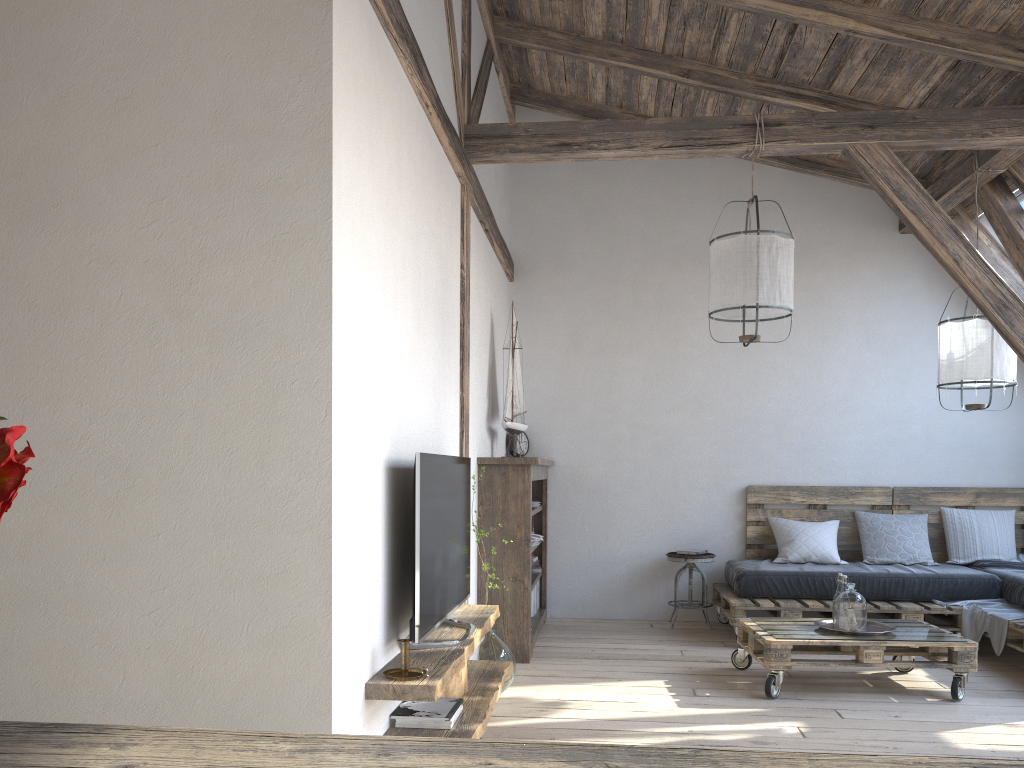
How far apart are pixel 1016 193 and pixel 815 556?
2.6 meters

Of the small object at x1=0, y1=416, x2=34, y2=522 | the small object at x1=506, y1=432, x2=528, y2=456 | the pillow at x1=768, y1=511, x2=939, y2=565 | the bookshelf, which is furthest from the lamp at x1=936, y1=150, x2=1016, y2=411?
the small object at x1=0, y1=416, x2=34, y2=522

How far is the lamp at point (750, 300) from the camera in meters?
4.2 m

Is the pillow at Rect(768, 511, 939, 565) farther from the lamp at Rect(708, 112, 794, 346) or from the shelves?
the shelves

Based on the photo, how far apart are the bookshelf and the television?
1.1 meters

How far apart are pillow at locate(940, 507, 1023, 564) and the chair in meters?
1.6

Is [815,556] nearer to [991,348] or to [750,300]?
[991,348]

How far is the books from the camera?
2.86m

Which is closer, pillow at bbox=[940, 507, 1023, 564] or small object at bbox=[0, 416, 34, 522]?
small object at bbox=[0, 416, 34, 522]

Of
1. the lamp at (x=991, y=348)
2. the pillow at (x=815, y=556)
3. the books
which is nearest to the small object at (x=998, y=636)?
the pillow at (x=815, y=556)
